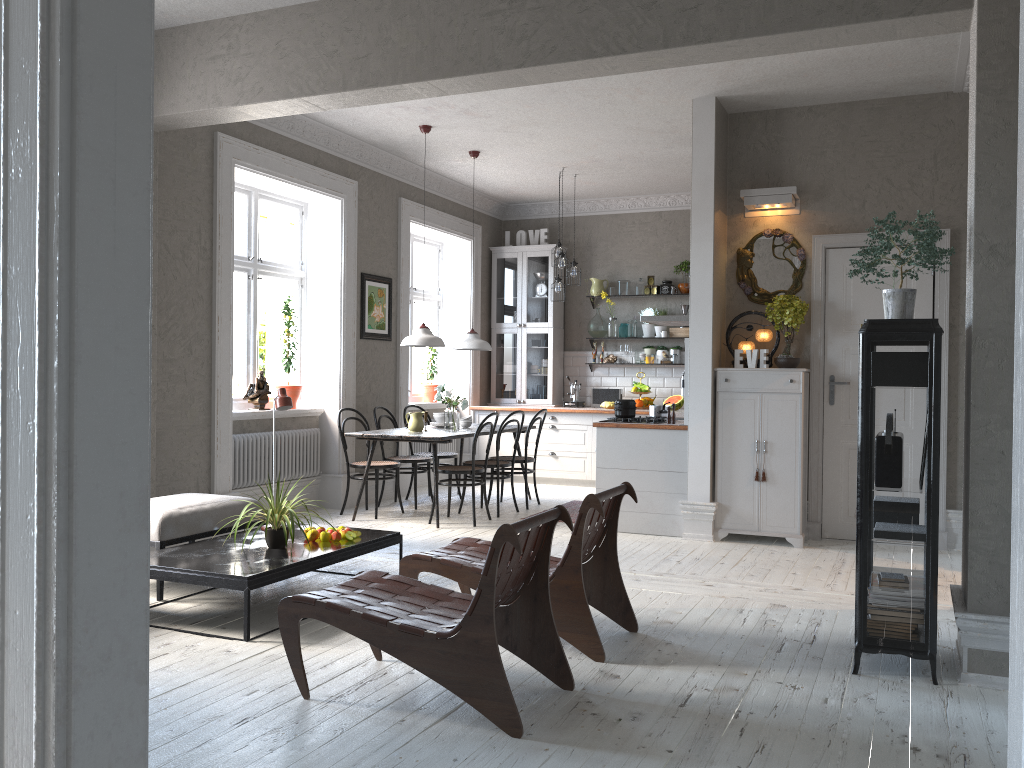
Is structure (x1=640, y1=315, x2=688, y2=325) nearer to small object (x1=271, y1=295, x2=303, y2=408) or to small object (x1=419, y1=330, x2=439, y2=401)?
small object (x1=419, y1=330, x2=439, y2=401)

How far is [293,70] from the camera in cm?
507

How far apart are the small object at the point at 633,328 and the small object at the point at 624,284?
0.4 meters

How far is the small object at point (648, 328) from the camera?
10.11m

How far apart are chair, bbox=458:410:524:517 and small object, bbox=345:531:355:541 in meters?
2.8

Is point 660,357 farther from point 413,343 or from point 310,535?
point 310,535

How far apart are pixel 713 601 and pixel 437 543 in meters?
2.3 m

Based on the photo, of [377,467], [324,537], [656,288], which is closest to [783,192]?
[656,288]

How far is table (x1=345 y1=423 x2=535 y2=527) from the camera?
7.0 meters

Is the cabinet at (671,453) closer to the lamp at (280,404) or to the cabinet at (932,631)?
the lamp at (280,404)
